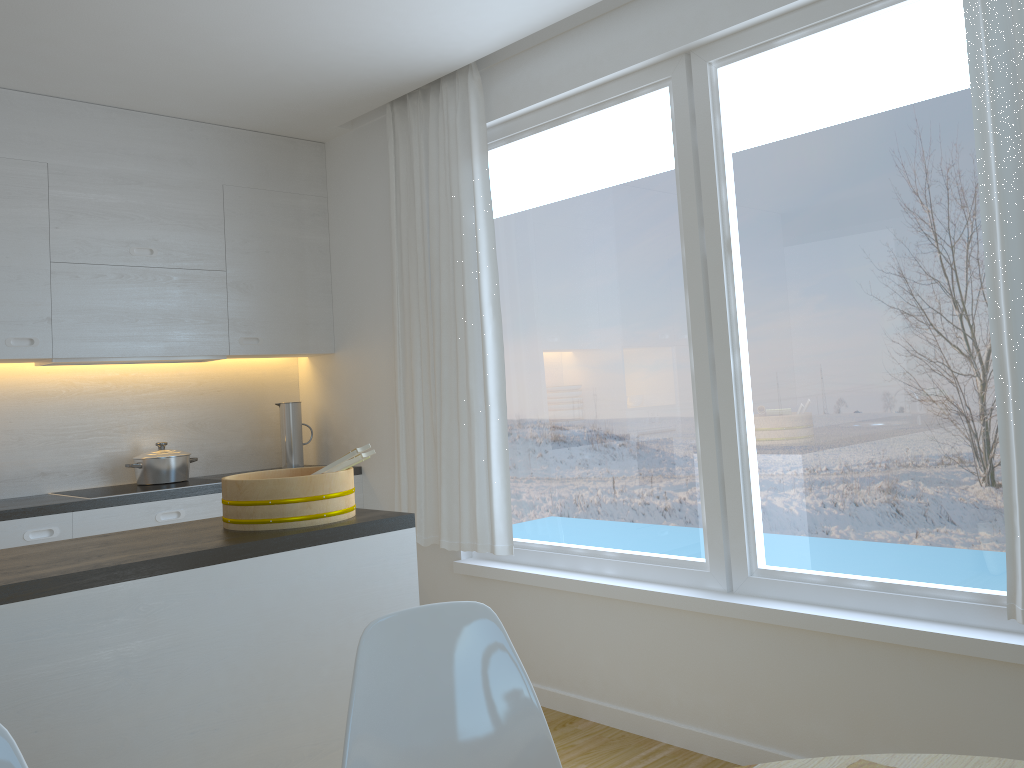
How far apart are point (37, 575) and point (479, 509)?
2.05m

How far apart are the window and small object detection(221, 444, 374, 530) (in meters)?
1.18

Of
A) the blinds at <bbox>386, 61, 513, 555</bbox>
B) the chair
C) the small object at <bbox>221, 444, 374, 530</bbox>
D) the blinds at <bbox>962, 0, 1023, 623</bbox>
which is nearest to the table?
the chair

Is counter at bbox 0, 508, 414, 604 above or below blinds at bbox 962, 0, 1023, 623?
below

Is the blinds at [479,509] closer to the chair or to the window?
the window

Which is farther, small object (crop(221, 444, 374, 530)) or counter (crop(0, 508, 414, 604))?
small object (crop(221, 444, 374, 530))

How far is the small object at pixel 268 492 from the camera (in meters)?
2.43

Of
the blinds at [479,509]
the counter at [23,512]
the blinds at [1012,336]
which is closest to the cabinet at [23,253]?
the counter at [23,512]

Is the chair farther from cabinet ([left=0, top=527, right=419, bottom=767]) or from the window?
the window

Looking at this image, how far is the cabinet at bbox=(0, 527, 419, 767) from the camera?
1.90m
